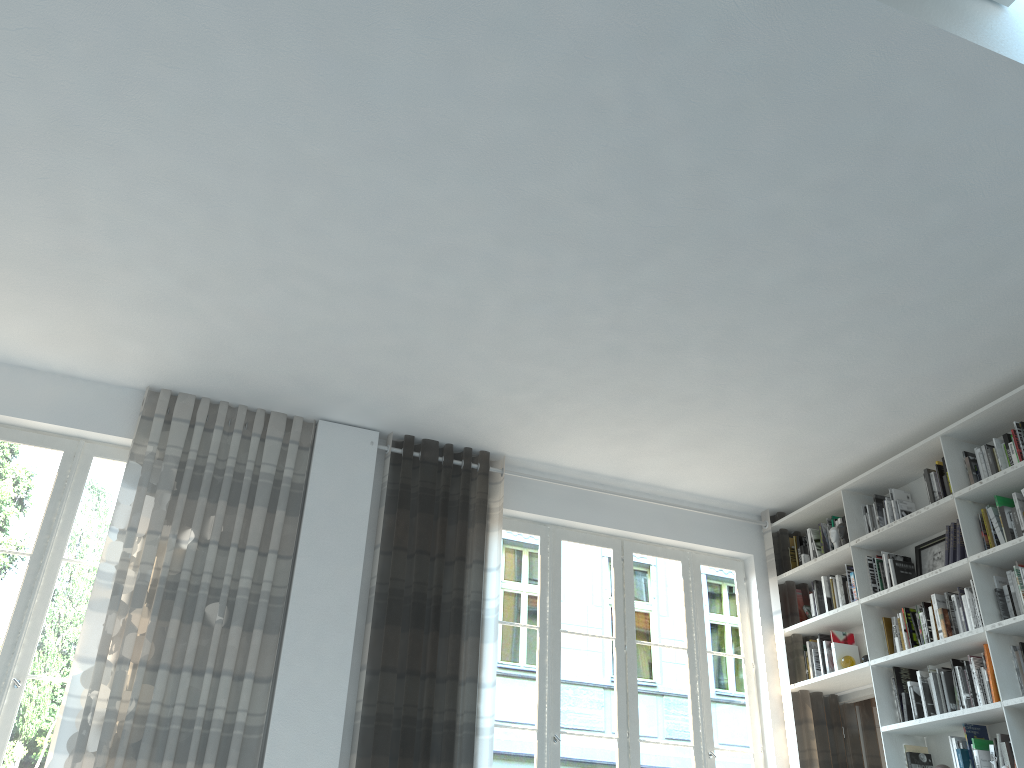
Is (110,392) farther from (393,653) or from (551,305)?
(551,305)

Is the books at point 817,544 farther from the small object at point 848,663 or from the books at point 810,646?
the small object at point 848,663

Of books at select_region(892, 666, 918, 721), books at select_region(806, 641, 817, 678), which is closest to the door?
books at select_region(806, 641, 817, 678)

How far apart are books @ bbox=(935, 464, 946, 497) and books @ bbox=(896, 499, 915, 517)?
0.4 meters

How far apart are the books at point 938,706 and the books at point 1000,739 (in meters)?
0.37

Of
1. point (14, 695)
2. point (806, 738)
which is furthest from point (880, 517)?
point (14, 695)

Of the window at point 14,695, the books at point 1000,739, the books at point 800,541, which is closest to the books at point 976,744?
the books at point 1000,739

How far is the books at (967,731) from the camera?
4.64m

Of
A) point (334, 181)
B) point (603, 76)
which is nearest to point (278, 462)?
point (334, 181)

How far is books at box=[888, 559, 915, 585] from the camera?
5.30m
